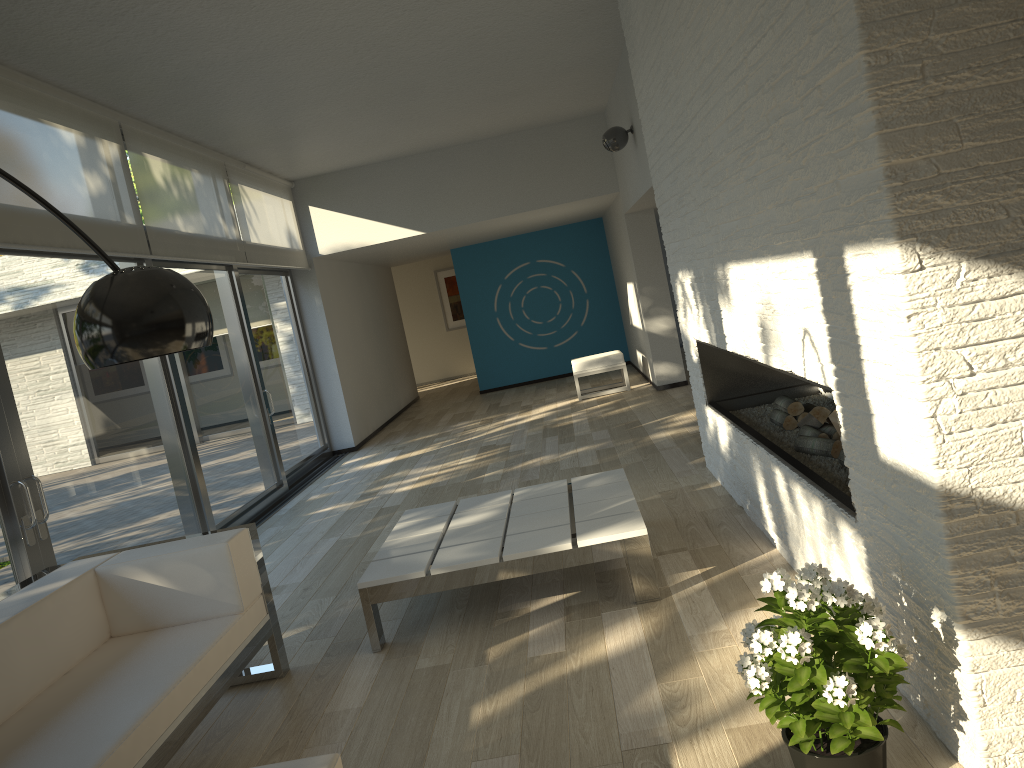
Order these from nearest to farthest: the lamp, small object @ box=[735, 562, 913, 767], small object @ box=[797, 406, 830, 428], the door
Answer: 1. the lamp
2. small object @ box=[735, 562, 913, 767]
3. small object @ box=[797, 406, 830, 428]
4. the door

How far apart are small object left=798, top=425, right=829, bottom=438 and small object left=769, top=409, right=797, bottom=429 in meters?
0.3 m

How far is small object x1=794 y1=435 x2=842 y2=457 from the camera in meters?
3.6 m

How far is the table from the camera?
3.64m

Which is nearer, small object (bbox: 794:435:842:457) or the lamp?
the lamp

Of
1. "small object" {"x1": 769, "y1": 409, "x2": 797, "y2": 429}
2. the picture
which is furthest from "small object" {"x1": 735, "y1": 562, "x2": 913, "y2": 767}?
the picture

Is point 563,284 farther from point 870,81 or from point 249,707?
point 870,81

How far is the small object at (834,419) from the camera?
3.8m

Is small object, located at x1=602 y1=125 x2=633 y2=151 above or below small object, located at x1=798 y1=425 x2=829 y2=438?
above

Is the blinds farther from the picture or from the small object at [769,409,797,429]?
the picture
